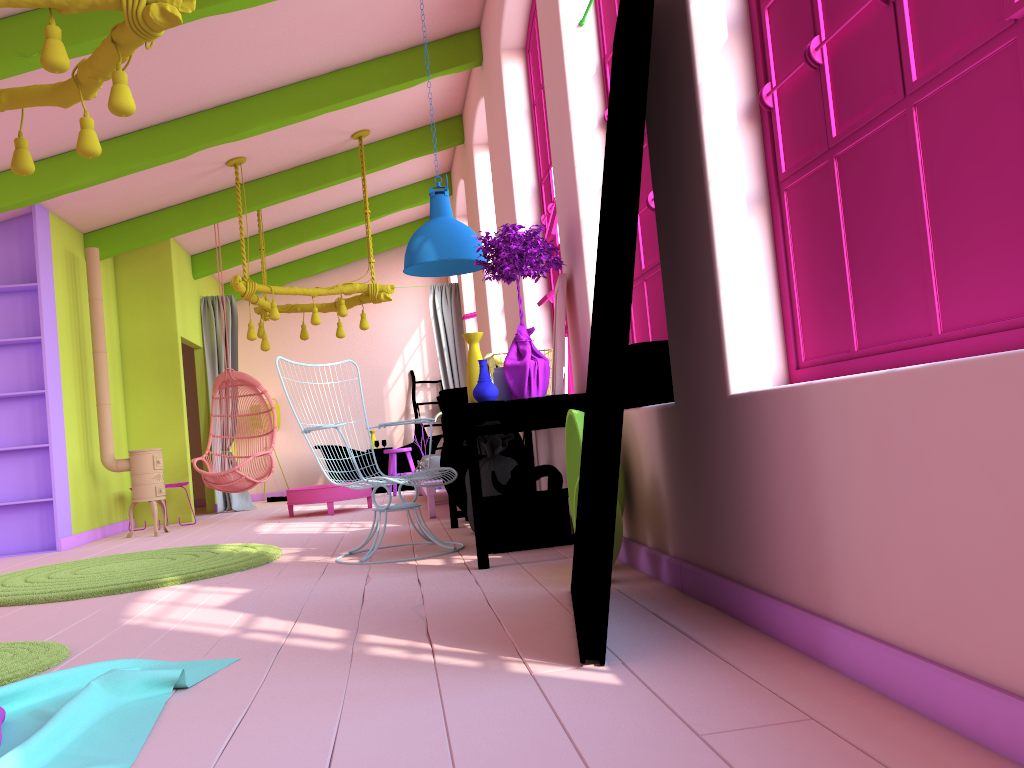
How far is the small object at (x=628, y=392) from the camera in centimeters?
397cm

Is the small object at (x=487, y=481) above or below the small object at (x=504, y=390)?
below

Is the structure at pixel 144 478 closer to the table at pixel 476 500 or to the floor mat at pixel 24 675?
the table at pixel 476 500

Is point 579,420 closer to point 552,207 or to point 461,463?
point 552,207

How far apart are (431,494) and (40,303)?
3.8m

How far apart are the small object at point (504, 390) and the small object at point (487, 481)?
1.1 meters

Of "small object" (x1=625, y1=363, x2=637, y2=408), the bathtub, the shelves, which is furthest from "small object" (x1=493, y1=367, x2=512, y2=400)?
the bathtub

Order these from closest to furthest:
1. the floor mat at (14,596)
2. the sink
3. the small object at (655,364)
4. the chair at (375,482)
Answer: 1. the small object at (655,364)
2. the floor mat at (14,596)
3. the chair at (375,482)
4. the sink

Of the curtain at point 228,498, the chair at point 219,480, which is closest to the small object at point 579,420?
the chair at point 219,480

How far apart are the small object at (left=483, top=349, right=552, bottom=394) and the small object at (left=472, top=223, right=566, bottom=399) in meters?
0.5
